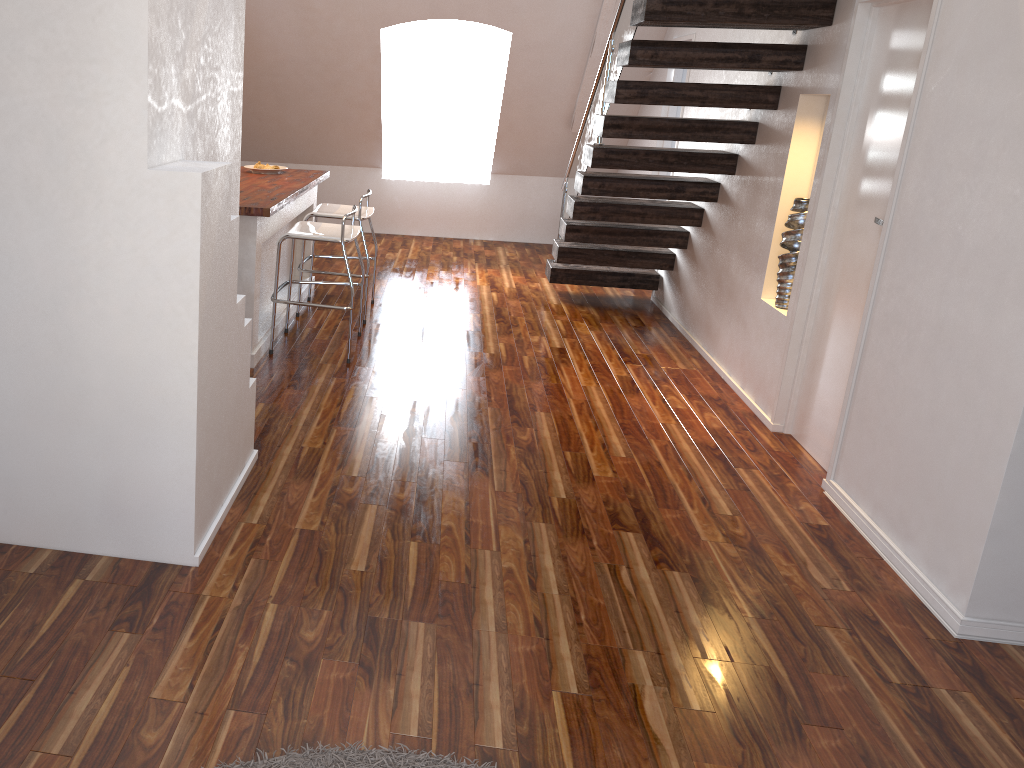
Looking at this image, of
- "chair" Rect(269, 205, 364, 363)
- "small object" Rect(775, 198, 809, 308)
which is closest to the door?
"small object" Rect(775, 198, 809, 308)

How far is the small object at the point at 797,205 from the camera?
4.1m

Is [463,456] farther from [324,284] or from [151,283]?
[324,284]

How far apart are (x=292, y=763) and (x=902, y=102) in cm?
313

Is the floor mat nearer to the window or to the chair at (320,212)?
the chair at (320,212)

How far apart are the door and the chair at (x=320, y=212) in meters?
2.5

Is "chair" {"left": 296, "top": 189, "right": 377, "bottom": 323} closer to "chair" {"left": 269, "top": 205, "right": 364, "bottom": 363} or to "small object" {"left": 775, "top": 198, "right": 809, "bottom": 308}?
"chair" {"left": 269, "top": 205, "right": 364, "bottom": 363}

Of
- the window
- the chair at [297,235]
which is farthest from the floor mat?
the window

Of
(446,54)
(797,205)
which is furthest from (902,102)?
(446,54)

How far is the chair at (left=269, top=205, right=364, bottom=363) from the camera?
4.3 meters
